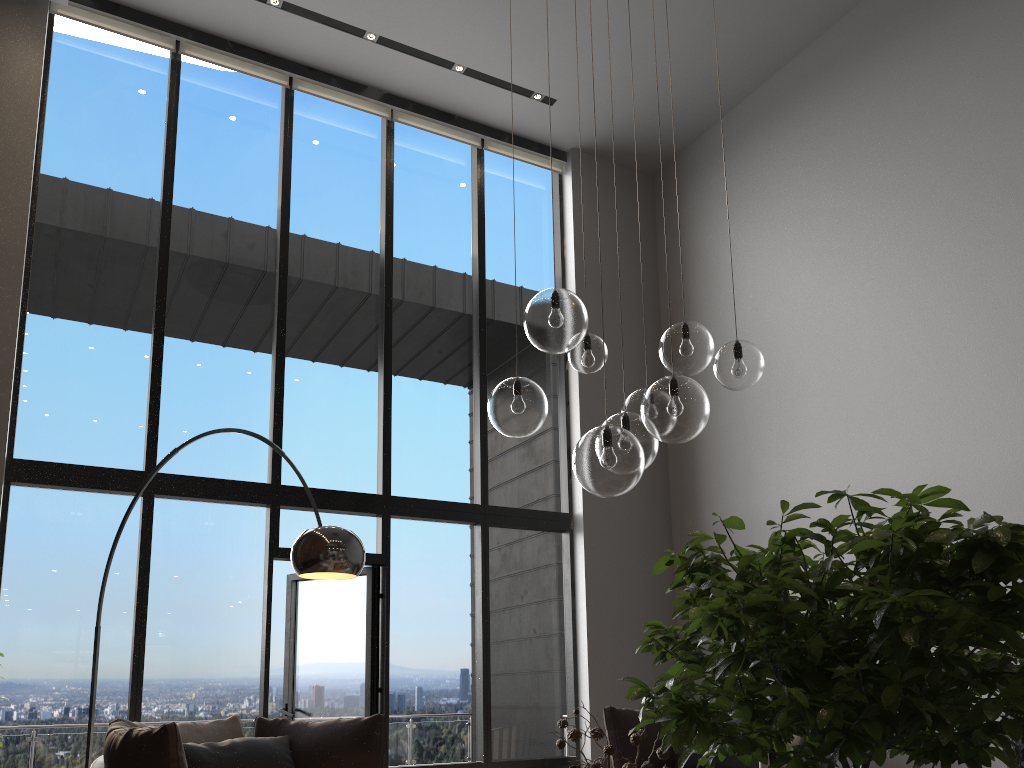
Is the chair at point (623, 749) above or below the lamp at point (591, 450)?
below

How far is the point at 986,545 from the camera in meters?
0.5 m

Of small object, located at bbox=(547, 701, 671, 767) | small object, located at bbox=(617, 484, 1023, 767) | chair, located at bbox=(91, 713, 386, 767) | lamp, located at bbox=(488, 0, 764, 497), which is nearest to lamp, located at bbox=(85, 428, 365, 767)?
chair, located at bbox=(91, 713, 386, 767)

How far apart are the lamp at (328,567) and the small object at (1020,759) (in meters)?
3.17

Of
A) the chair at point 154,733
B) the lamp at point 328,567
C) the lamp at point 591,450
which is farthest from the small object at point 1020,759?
the chair at point 154,733

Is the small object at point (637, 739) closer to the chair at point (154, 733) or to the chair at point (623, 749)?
the chair at point (154, 733)

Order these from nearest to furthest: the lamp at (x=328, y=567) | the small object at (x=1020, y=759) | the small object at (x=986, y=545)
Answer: the small object at (x=986, y=545) < the small object at (x=1020, y=759) < the lamp at (x=328, y=567)

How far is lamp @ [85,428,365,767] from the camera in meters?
3.6 m

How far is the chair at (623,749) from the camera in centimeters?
554cm

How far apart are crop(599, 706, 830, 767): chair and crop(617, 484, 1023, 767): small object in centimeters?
514cm
